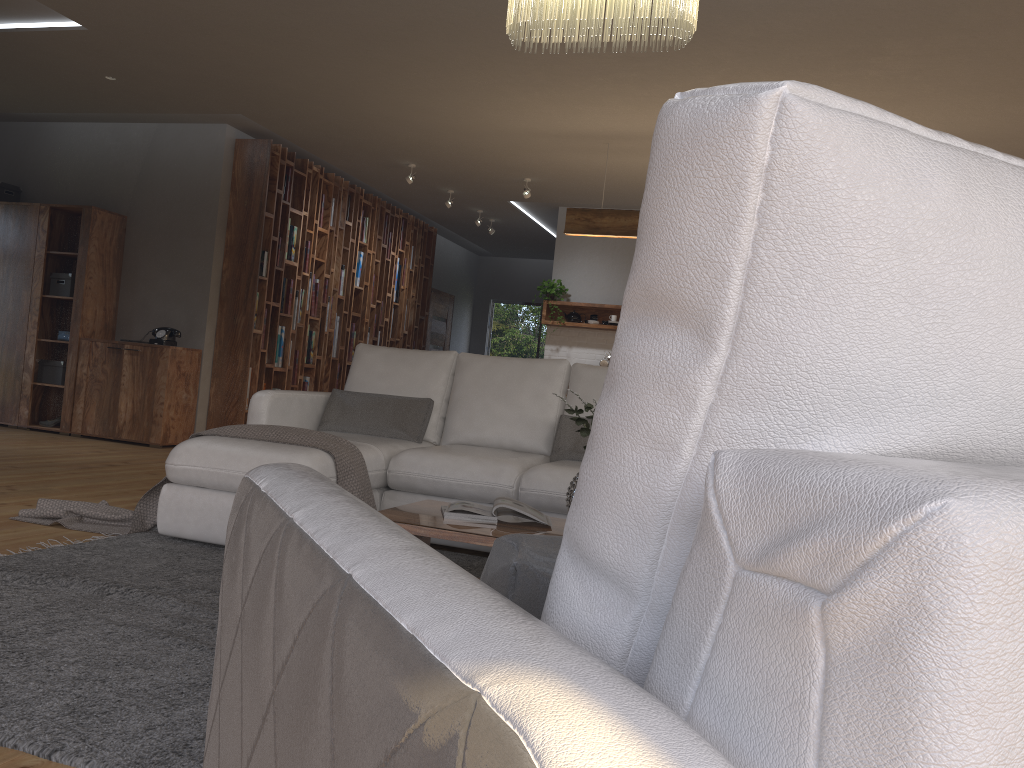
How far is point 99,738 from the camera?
1.74m

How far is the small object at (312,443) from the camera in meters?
3.7 m

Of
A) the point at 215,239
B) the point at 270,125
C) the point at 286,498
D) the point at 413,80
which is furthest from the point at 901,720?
the point at 215,239

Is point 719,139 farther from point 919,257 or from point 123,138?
point 123,138

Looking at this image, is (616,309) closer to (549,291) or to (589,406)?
(549,291)

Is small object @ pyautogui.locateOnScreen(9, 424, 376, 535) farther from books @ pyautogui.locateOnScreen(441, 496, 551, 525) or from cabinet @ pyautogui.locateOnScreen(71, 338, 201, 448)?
cabinet @ pyautogui.locateOnScreen(71, 338, 201, 448)

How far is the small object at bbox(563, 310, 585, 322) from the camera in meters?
9.4 m

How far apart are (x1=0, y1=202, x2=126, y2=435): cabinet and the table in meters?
5.3 m

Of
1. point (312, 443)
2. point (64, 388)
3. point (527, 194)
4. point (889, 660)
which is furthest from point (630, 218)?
point (889, 660)

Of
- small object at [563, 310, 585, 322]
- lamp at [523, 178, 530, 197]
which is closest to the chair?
lamp at [523, 178, 530, 197]
